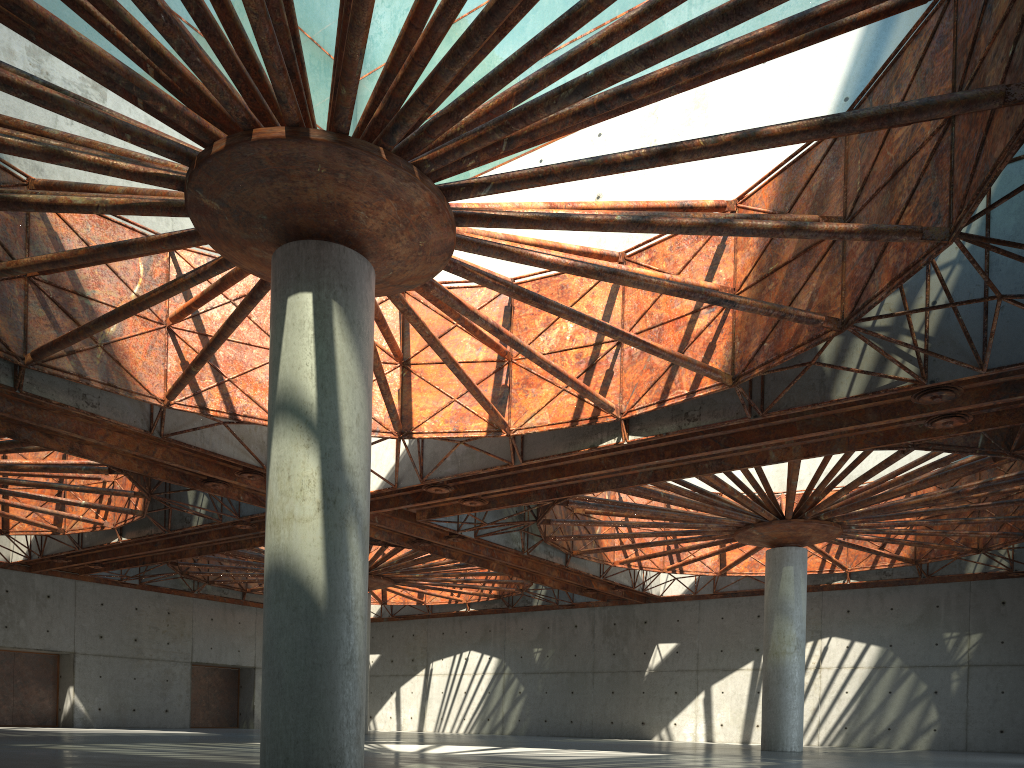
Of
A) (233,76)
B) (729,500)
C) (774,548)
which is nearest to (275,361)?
(233,76)

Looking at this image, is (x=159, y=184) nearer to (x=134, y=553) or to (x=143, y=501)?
(x=143, y=501)
